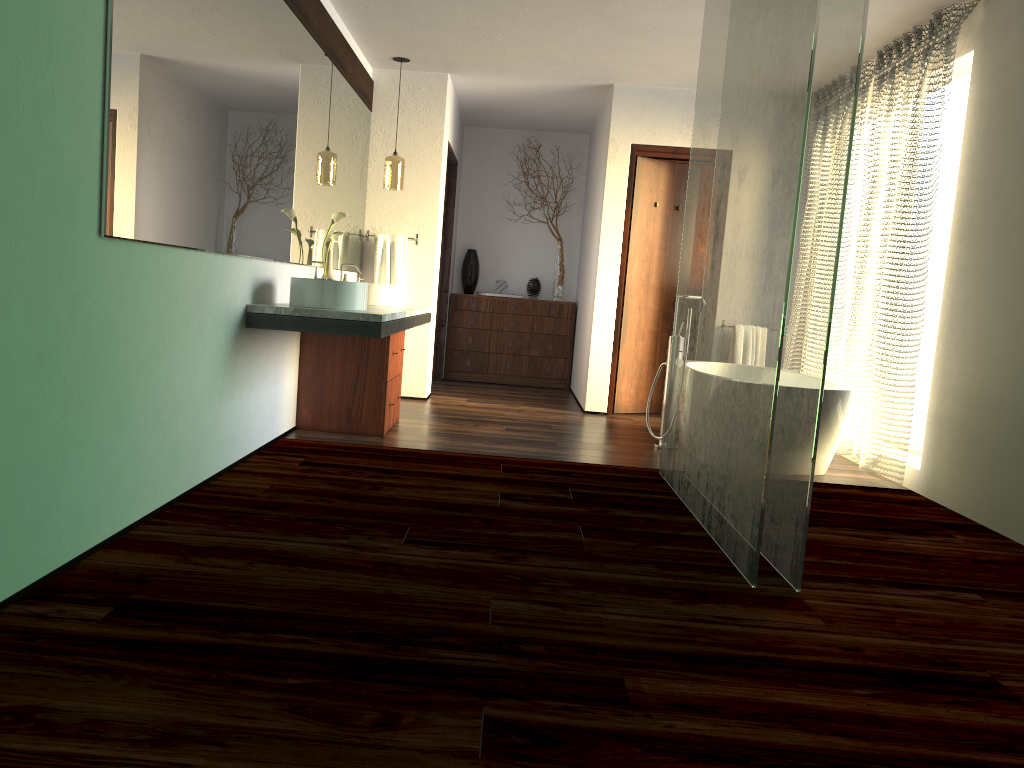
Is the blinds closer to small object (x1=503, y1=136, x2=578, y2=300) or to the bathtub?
the bathtub

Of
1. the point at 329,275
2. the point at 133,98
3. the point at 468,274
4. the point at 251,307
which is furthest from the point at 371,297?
the point at 468,274

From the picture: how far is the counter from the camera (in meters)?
3.76

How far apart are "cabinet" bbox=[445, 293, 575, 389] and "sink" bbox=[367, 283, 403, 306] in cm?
266

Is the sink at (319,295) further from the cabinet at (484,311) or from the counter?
the cabinet at (484,311)

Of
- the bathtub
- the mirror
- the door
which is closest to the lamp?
the mirror

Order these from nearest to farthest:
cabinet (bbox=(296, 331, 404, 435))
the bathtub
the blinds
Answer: the bathtub
the blinds
cabinet (bbox=(296, 331, 404, 435))

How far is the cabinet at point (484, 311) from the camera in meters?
8.0 m

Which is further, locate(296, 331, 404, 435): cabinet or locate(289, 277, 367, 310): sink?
locate(296, 331, 404, 435): cabinet

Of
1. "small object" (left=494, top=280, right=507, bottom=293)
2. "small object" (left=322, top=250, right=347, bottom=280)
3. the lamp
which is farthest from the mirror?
"small object" (left=494, top=280, right=507, bottom=293)
